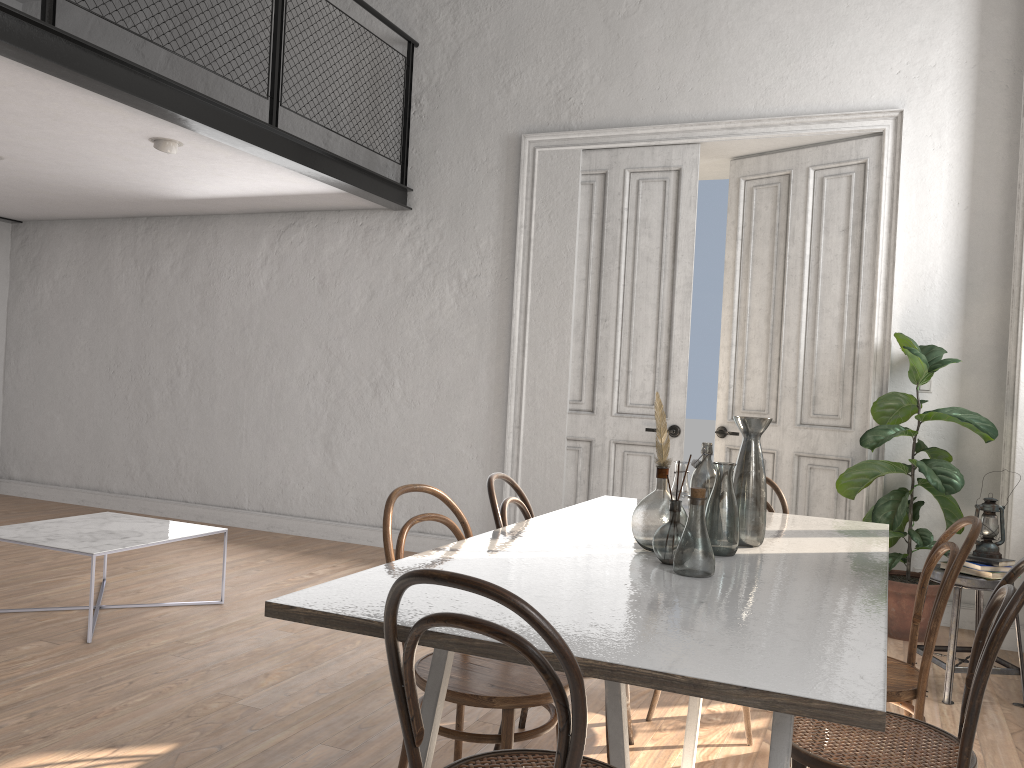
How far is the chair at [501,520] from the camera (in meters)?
2.82

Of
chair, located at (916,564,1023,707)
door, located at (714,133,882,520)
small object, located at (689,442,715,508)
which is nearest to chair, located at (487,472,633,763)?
small object, located at (689,442,715,508)

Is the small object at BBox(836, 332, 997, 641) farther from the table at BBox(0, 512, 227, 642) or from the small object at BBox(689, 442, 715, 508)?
the table at BBox(0, 512, 227, 642)

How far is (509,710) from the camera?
2.19m

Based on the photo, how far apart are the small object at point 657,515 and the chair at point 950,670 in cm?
194

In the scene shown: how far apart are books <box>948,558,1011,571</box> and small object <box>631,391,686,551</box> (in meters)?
1.96

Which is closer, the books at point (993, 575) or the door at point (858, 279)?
the books at point (993, 575)

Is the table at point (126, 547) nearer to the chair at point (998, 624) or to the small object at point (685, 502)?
the small object at point (685, 502)

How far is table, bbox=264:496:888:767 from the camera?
1.4m

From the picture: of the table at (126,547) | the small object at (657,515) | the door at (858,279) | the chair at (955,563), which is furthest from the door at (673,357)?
the small object at (657,515)
